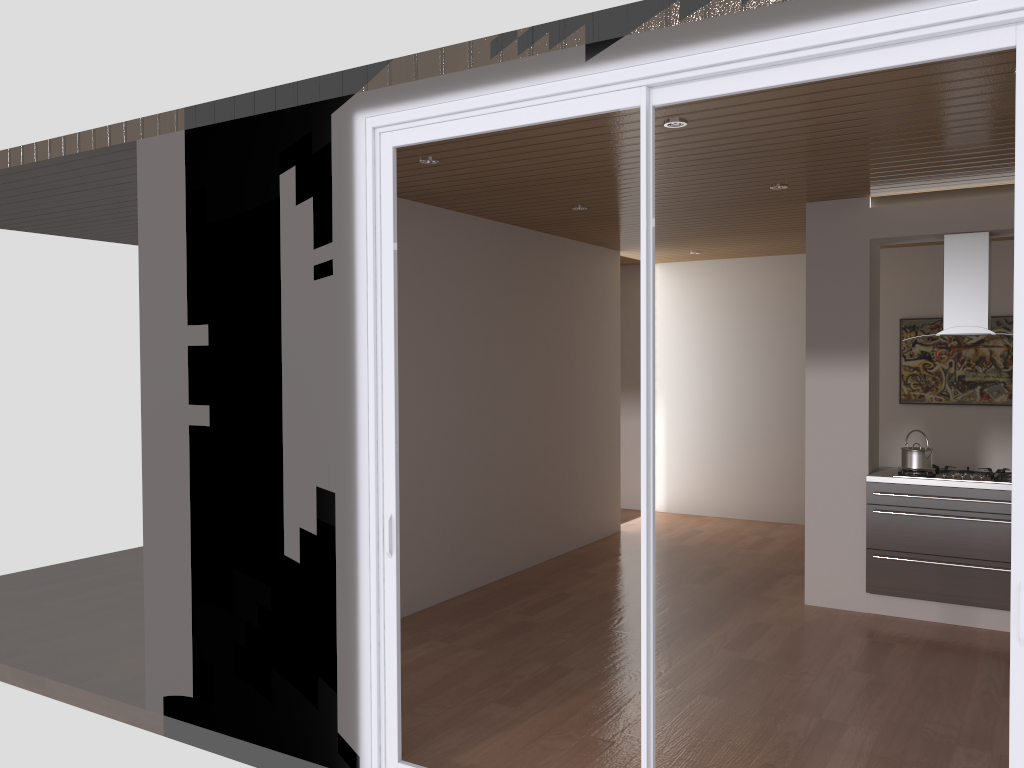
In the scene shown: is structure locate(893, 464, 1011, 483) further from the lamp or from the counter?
the lamp

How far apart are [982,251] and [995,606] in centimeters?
215cm

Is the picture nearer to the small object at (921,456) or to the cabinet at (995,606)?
the small object at (921,456)

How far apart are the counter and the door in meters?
3.3 m

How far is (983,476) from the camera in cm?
539

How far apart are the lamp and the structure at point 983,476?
3.0 meters

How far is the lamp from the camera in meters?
3.9

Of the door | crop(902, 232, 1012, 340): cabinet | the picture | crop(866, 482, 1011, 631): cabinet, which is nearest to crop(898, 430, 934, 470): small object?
crop(866, 482, 1011, 631): cabinet

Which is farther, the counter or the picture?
the picture

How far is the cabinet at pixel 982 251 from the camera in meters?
5.4 m
